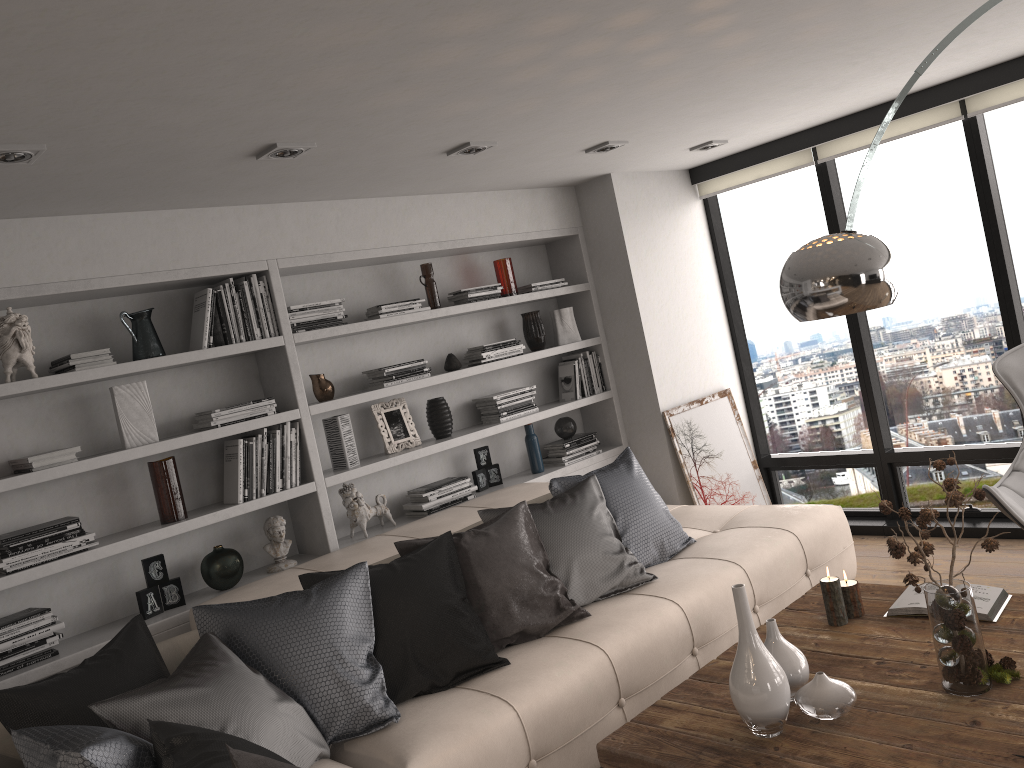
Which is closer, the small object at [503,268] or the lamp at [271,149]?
the lamp at [271,149]

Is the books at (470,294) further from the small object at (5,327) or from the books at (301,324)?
the small object at (5,327)

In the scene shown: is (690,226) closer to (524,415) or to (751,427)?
(751,427)

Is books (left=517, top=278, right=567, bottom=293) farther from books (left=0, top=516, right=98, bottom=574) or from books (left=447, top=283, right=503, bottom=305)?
books (left=0, top=516, right=98, bottom=574)

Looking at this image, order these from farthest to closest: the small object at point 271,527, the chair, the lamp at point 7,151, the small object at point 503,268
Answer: the small object at point 503,268
the small object at point 271,527
the chair
the lamp at point 7,151

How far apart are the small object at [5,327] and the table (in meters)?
2.49

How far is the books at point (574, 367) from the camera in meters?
5.4

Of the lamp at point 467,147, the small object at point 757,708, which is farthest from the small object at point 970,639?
the lamp at point 467,147

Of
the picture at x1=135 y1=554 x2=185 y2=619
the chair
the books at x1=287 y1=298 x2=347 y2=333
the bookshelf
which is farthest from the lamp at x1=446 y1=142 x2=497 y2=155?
the chair

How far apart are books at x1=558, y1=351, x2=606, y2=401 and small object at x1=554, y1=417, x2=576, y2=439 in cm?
14
